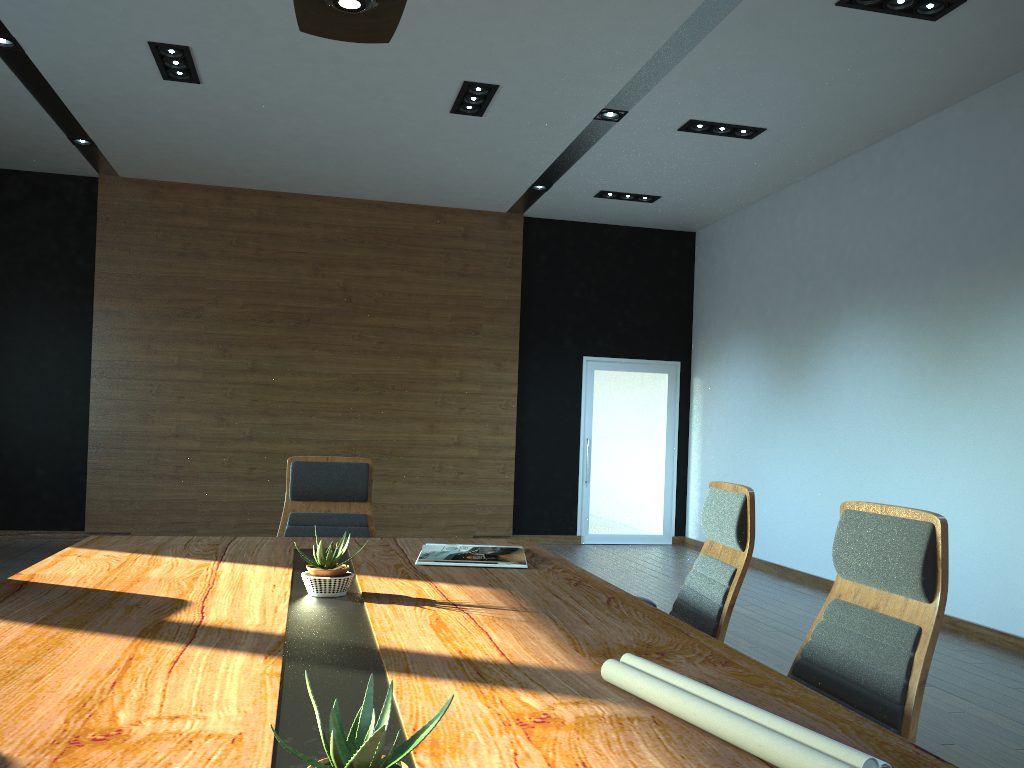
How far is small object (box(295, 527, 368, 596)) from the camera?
2.4m

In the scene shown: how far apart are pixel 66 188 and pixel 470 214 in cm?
418

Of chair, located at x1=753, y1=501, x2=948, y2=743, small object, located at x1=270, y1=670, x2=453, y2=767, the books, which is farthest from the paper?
the books

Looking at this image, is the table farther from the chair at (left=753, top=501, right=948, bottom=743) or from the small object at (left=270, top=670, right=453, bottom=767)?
the chair at (left=753, top=501, right=948, bottom=743)

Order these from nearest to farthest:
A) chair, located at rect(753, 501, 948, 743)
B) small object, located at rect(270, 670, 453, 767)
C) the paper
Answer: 1. small object, located at rect(270, 670, 453, 767)
2. the paper
3. chair, located at rect(753, 501, 948, 743)

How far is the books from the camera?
3.07m

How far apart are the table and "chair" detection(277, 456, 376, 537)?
0.5 meters

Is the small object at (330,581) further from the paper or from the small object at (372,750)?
the small object at (372,750)

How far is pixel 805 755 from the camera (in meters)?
1.22

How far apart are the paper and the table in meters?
0.0
